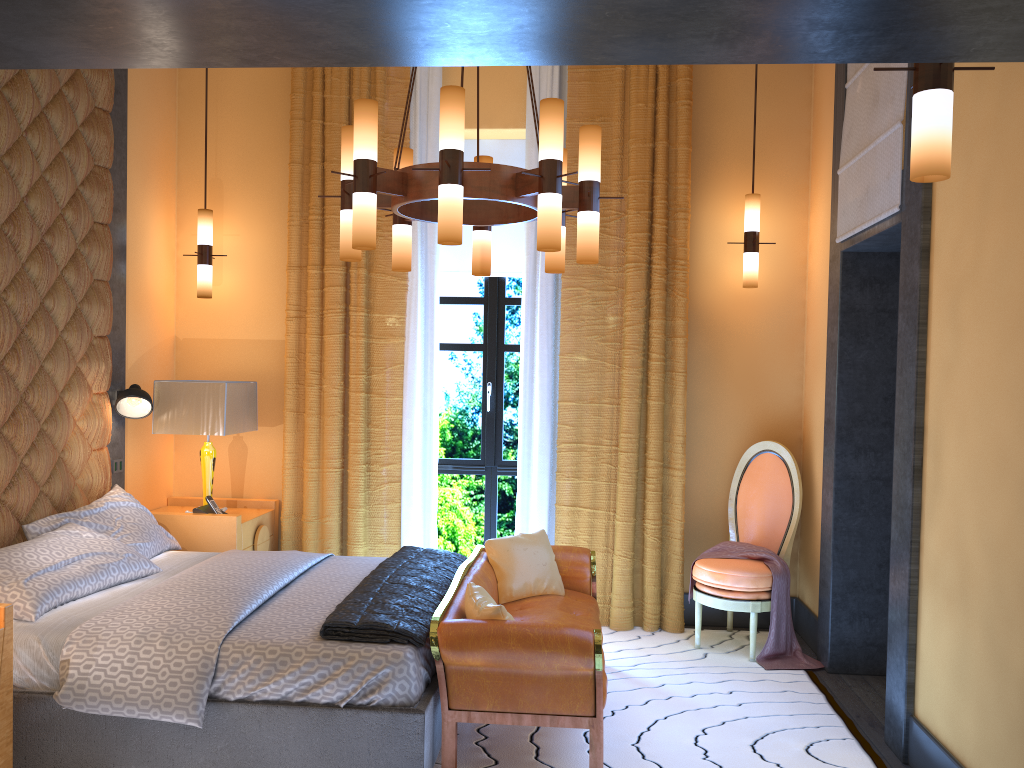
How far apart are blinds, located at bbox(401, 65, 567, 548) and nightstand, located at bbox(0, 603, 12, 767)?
2.6 meters

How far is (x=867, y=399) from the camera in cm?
450

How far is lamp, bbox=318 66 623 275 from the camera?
3.05m

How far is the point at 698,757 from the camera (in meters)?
3.46

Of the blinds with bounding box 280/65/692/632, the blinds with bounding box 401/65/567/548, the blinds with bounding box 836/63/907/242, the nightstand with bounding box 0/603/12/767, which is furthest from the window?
the nightstand with bounding box 0/603/12/767

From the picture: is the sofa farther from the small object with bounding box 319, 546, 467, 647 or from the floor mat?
the floor mat

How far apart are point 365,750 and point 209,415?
2.45m

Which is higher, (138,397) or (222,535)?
(138,397)

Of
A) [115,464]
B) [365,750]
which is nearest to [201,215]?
[115,464]

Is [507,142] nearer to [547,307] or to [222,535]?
[547,307]
